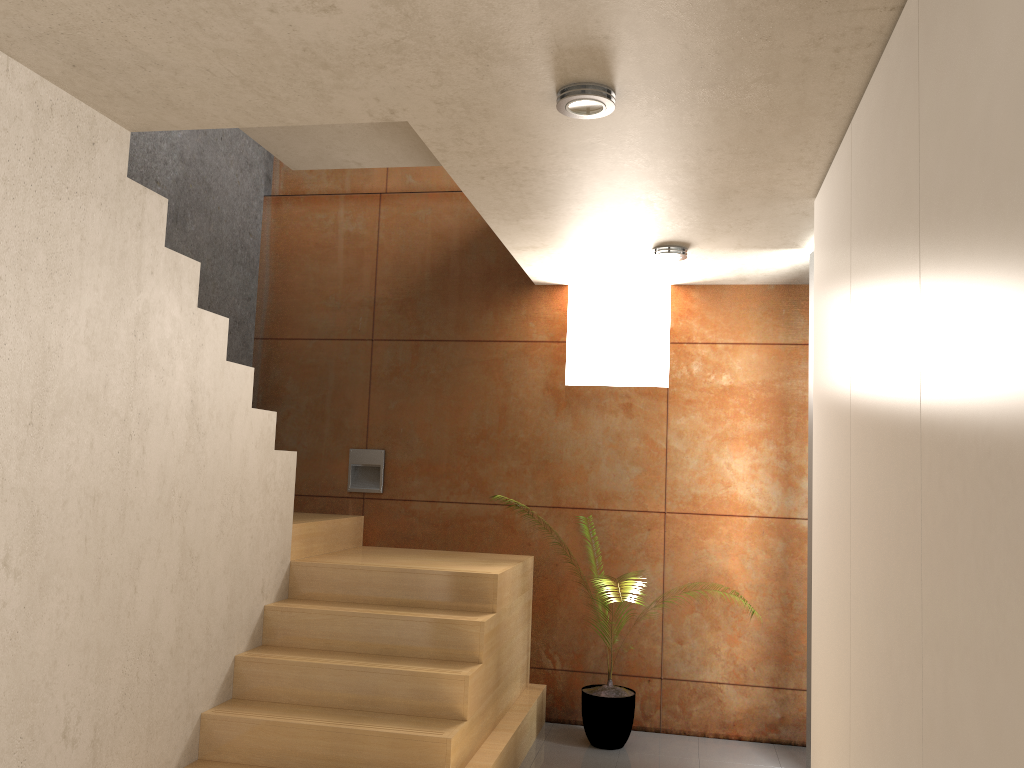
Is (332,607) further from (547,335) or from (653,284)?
(653,284)

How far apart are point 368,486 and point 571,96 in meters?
3.3 m

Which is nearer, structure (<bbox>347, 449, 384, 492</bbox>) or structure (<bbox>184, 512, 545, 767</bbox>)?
structure (<bbox>184, 512, 545, 767</bbox>)

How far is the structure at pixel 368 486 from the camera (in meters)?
5.37

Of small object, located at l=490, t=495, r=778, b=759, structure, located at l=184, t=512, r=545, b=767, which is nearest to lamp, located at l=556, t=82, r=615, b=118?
structure, located at l=184, t=512, r=545, b=767

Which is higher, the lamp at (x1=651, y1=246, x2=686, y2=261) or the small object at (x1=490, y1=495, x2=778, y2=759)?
the lamp at (x1=651, y1=246, x2=686, y2=261)

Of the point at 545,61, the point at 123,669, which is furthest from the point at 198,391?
the point at 545,61

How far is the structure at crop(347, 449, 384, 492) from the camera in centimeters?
537cm

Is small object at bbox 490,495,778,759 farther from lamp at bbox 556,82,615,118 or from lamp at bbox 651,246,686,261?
lamp at bbox 556,82,615,118

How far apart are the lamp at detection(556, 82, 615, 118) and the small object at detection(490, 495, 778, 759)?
3.1 meters
